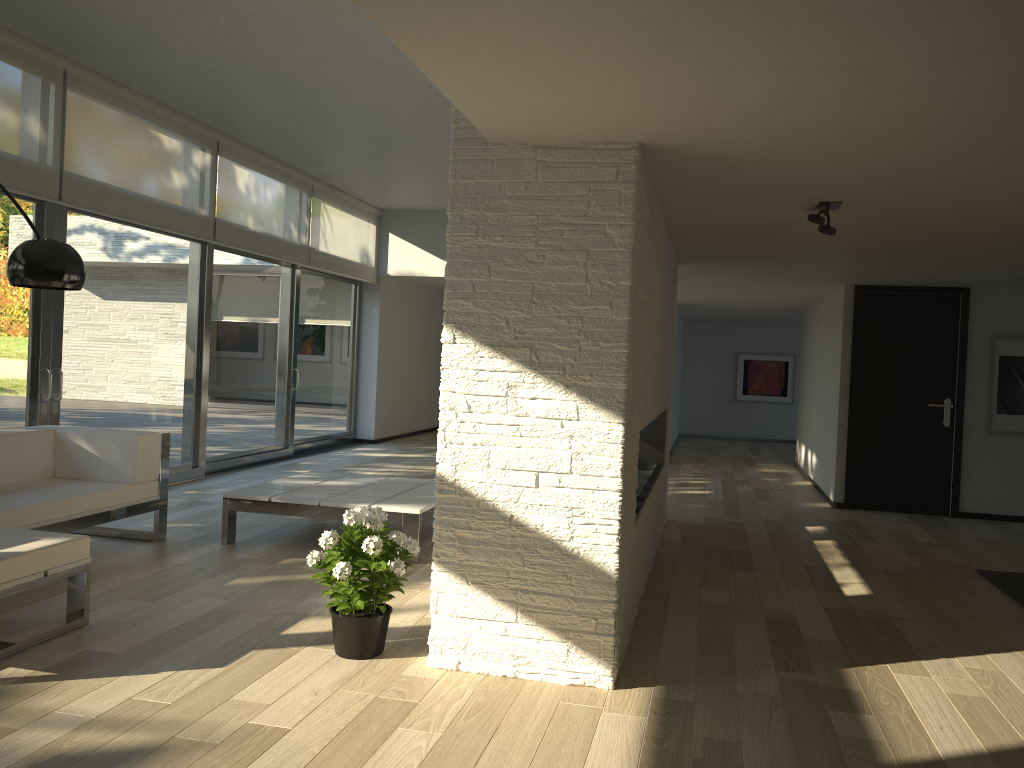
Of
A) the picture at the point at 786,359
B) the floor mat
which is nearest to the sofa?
the floor mat

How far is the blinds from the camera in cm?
563

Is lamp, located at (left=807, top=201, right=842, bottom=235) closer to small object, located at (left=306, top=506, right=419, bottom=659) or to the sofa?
small object, located at (left=306, top=506, right=419, bottom=659)

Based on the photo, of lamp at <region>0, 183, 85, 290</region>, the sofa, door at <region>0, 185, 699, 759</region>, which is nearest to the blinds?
door at <region>0, 185, 699, 759</region>

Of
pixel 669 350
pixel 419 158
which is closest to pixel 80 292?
pixel 419 158

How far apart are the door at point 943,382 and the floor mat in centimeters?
231cm

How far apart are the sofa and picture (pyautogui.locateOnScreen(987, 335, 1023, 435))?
6.5m

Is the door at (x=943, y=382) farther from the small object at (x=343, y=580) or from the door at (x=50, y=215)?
the door at (x=50, y=215)

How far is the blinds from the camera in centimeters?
563cm

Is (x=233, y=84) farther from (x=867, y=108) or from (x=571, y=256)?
(x=867, y=108)
